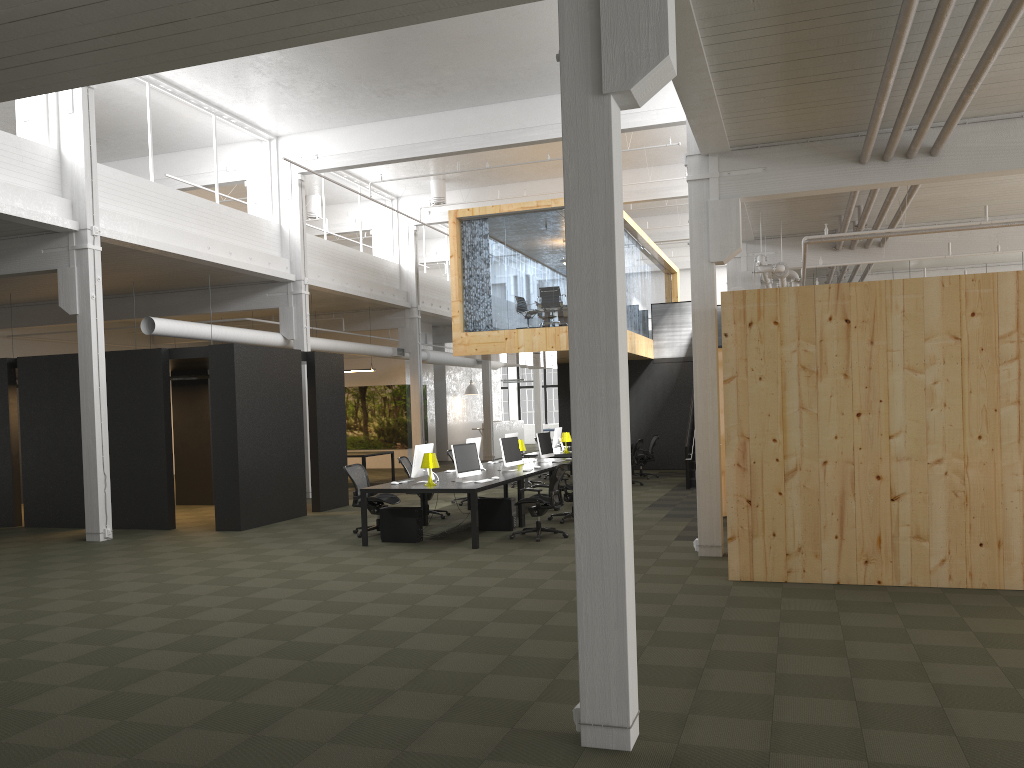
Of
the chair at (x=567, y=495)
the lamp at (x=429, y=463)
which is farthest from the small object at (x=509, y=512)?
the lamp at (x=429, y=463)

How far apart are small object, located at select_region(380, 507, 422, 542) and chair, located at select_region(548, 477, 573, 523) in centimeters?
258cm

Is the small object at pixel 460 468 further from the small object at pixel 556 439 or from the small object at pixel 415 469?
the small object at pixel 556 439

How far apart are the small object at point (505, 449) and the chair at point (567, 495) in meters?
1.1 m

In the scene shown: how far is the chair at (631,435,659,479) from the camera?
20.4 meters

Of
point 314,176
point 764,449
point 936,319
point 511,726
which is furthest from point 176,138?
point 511,726

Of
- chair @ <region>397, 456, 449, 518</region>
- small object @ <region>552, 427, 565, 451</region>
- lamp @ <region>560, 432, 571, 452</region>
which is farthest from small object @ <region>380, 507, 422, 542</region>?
small object @ <region>552, 427, 565, 451</region>

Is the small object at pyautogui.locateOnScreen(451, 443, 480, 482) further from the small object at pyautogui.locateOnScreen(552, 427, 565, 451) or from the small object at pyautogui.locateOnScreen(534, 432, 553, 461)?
the small object at pyautogui.locateOnScreen(552, 427, 565, 451)

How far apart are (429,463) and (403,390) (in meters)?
15.43

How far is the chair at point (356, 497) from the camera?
12.38m
